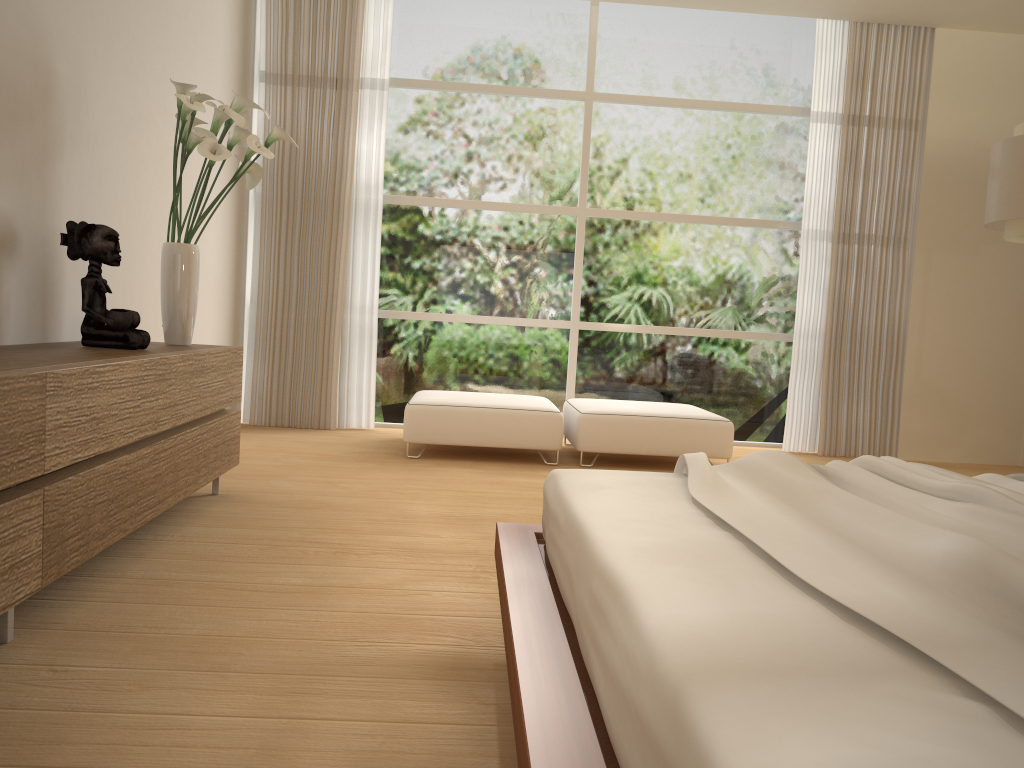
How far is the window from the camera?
6.5m

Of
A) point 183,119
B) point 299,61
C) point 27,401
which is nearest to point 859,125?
point 299,61

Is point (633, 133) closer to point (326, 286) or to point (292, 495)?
point (326, 286)

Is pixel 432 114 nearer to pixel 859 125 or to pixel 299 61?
pixel 299 61

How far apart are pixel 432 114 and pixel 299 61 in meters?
1.0

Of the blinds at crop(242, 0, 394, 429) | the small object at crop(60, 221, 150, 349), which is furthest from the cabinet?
the blinds at crop(242, 0, 394, 429)

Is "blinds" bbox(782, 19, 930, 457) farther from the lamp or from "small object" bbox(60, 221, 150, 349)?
"small object" bbox(60, 221, 150, 349)

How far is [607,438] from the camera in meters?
5.3 m

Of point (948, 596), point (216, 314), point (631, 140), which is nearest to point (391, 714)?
point (948, 596)

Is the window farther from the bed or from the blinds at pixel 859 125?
the bed
